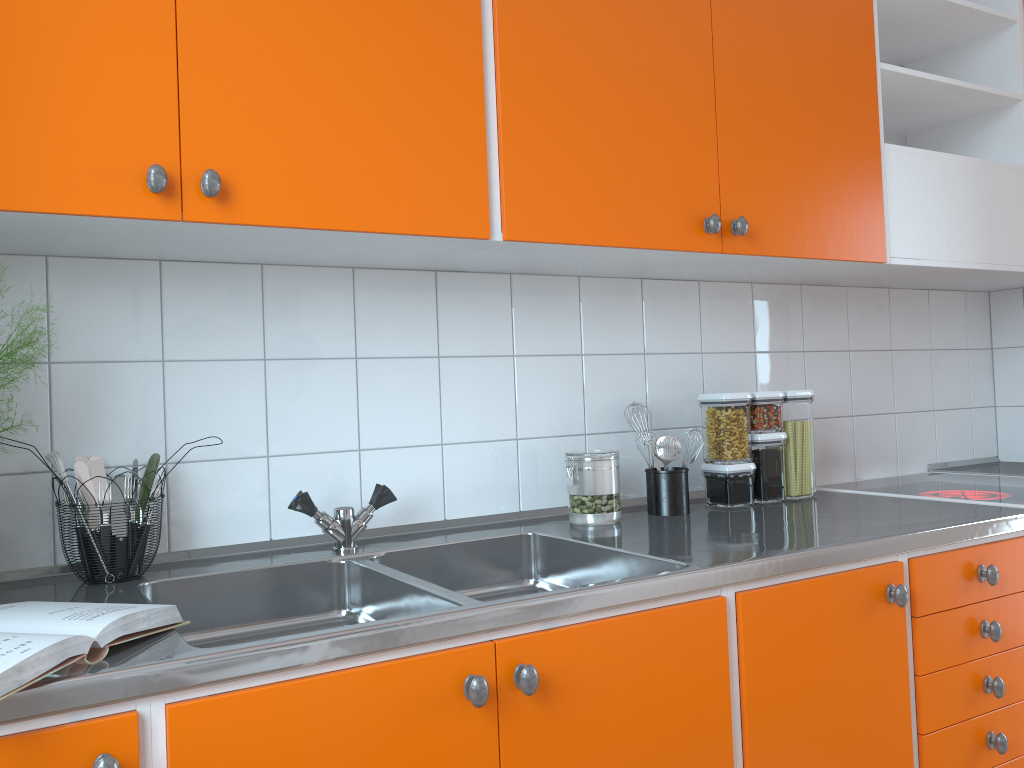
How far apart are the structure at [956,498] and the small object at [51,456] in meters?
1.8

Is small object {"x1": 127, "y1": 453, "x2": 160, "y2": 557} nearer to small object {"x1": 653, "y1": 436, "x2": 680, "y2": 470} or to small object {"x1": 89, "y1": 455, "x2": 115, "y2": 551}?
small object {"x1": 89, "y1": 455, "x2": 115, "y2": 551}

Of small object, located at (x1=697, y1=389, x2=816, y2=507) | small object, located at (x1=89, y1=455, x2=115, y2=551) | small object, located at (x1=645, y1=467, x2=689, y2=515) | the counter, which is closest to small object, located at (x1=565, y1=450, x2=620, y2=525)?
the counter

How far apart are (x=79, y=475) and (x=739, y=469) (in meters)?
1.36

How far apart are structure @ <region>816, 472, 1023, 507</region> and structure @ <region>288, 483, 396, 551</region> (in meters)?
1.25

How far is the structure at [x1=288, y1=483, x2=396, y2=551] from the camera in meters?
1.6 m

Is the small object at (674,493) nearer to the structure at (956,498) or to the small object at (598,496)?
the small object at (598,496)

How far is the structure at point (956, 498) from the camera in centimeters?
205cm

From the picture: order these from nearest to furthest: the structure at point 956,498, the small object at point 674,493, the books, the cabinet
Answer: the books < the cabinet < the small object at point 674,493 < the structure at point 956,498

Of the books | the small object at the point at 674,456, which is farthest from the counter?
the small object at the point at 674,456
